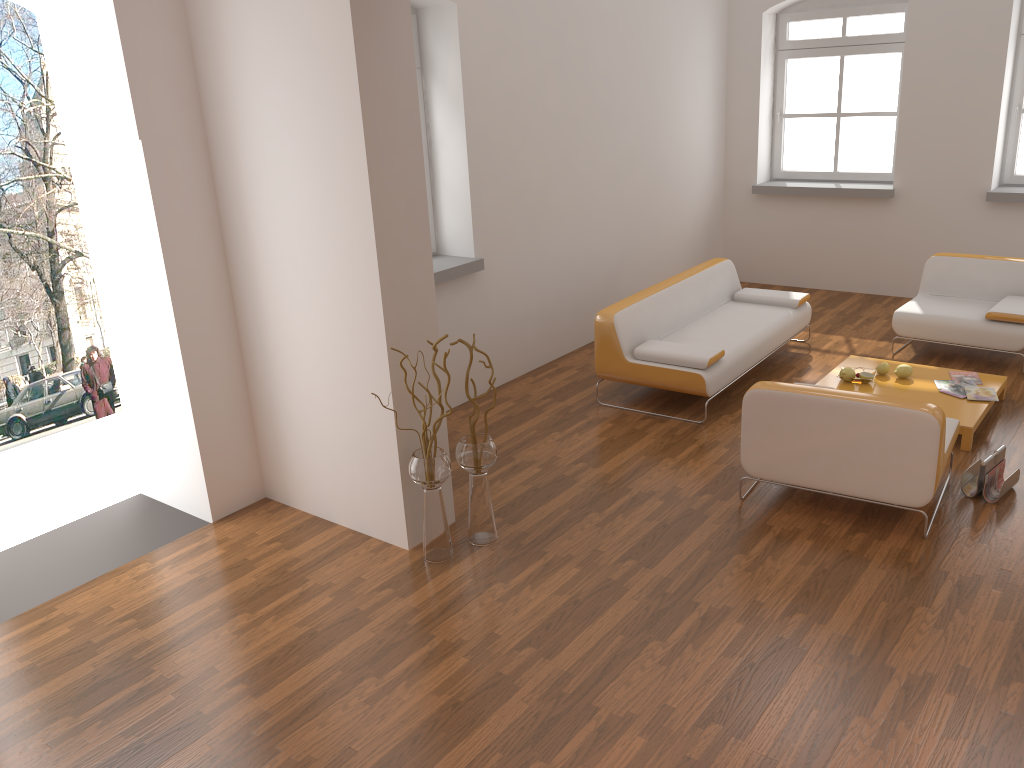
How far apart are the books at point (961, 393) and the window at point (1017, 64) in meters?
3.2 m

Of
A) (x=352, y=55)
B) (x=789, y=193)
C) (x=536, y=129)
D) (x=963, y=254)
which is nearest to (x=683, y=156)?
(x=789, y=193)

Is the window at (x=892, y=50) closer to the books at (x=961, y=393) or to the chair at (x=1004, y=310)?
the chair at (x=1004, y=310)

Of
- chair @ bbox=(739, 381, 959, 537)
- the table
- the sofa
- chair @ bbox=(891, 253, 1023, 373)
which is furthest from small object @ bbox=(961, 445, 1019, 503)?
chair @ bbox=(891, 253, 1023, 373)

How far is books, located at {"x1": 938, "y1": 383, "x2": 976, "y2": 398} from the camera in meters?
5.5 m

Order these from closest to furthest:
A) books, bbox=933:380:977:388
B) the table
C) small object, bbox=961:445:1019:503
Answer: small object, bbox=961:445:1019:503 < the table < books, bbox=933:380:977:388

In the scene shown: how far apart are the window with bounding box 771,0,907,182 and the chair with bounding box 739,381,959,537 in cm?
455

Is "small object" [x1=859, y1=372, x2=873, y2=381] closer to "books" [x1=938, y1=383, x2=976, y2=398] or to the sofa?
"books" [x1=938, y1=383, x2=976, y2=398]

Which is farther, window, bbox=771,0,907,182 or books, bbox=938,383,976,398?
window, bbox=771,0,907,182

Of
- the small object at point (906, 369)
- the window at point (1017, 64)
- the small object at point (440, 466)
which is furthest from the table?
the window at point (1017, 64)
